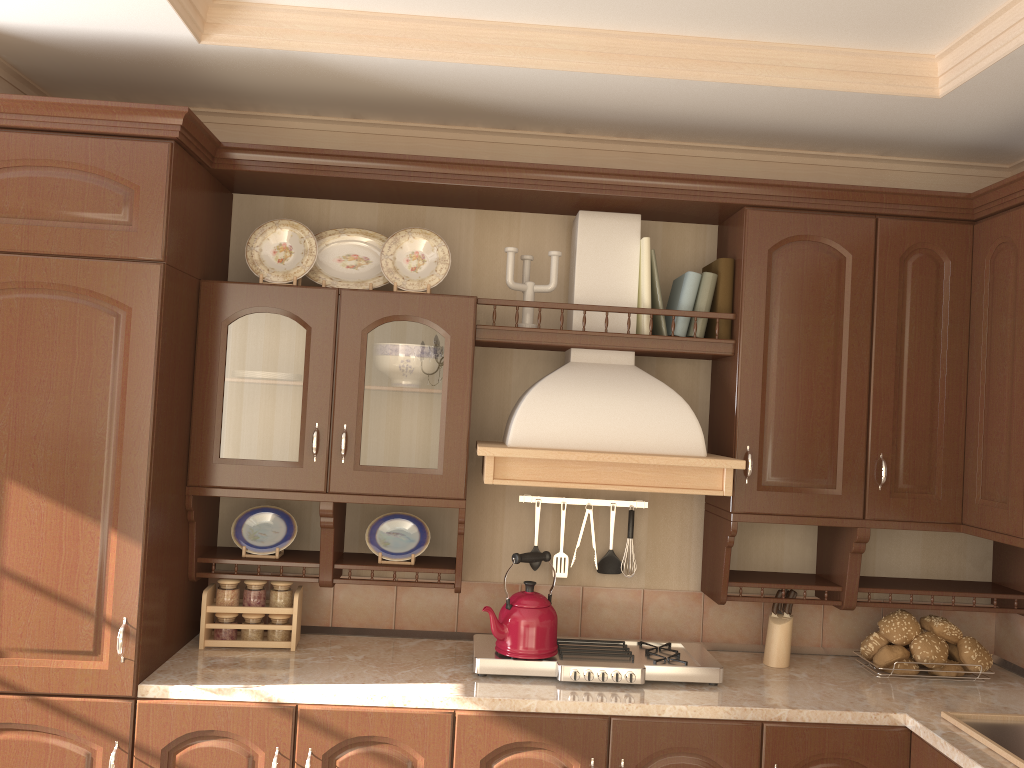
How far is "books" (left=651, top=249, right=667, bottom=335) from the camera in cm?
274

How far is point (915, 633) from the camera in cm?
273

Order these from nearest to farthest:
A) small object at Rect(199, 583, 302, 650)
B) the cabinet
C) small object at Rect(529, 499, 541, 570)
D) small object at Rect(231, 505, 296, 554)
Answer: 1. the cabinet
2. small object at Rect(199, 583, 302, 650)
3. small object at Rect(231, 505, 296, 554)
4. small object at Rect(529, 499, 541, 570)

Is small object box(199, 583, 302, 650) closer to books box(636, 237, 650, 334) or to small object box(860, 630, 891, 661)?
books box(636, 237, 650, 334)

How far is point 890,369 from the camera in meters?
2.7 m

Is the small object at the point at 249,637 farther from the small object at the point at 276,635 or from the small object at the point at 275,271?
the small object at the point at 275,271

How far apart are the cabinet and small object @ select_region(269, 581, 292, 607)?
0.1 meters

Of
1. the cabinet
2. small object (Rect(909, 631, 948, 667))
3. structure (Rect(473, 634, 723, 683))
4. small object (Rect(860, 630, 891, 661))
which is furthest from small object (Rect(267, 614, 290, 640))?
small object (Rect(909, 631, 948, 667))

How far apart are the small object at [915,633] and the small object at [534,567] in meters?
1.1 m

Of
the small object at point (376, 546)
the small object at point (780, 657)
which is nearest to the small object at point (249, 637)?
the small object at point (376, 546)
